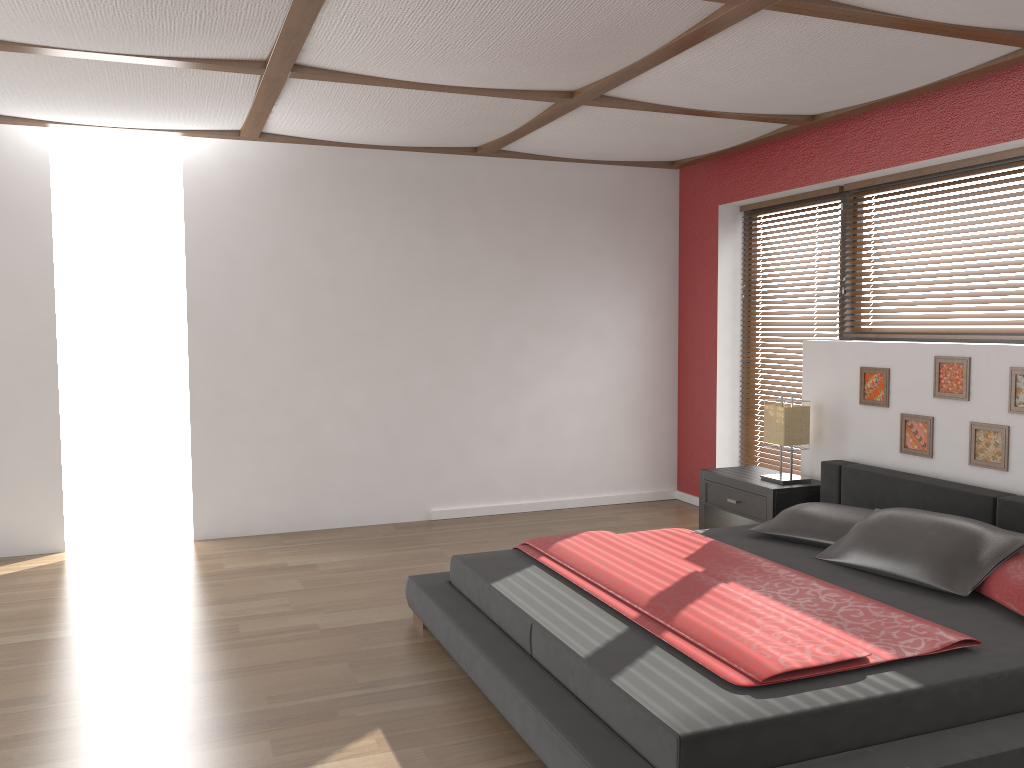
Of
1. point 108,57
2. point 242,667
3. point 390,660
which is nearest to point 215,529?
point 242,667

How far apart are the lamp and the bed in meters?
0.2 m

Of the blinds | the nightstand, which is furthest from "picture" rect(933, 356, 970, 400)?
the blinds

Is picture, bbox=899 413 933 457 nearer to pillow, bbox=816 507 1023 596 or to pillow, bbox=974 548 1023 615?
pillow, bbox=816 507 1023 596

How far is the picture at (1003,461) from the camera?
3.9m

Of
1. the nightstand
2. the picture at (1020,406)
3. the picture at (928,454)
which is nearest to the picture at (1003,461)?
the picture at (1020,406)

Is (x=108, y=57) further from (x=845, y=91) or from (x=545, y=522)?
(x=545, y=522)

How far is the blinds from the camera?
5.8 meters

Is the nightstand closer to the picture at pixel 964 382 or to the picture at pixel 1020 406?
the picture at pixel 964 382

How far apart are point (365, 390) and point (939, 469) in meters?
3.4 m
